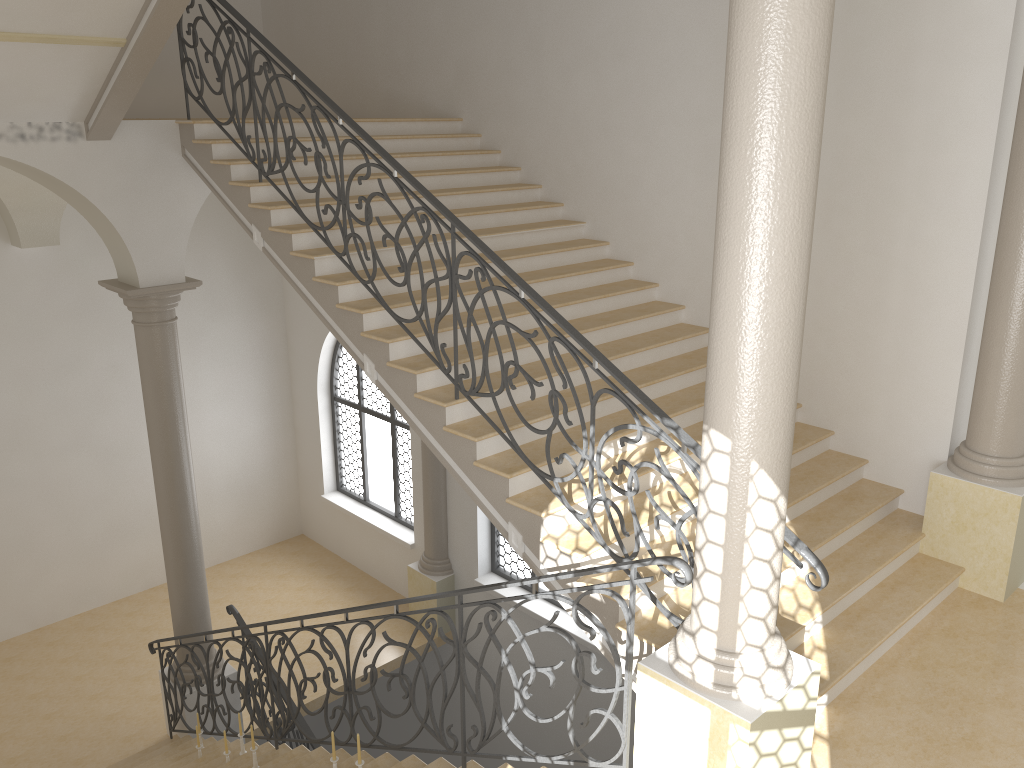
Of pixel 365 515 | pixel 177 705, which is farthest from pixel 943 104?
pixel 365 515

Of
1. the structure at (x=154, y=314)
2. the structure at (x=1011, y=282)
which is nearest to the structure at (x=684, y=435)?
the structure at (x=154, y=314)

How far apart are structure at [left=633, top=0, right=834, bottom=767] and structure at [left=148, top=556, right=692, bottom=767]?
0.1 meters

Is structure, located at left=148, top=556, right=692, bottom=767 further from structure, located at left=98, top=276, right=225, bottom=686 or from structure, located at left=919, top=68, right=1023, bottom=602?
structure, located at left=919, top=68, right=1023, bottom=602

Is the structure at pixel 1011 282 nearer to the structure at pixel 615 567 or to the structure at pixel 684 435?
the structure at pixel 684 435

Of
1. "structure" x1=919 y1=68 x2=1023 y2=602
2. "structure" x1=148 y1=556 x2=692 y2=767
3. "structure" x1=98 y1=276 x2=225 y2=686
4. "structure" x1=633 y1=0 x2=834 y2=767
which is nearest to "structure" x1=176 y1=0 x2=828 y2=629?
"structure" x1=633 y1=0 x2=834 y2=767

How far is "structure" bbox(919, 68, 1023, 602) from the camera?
5.8m

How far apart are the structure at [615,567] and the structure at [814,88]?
0.08m

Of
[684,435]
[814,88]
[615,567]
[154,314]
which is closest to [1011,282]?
[684,435]

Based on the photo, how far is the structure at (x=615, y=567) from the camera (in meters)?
3.96
